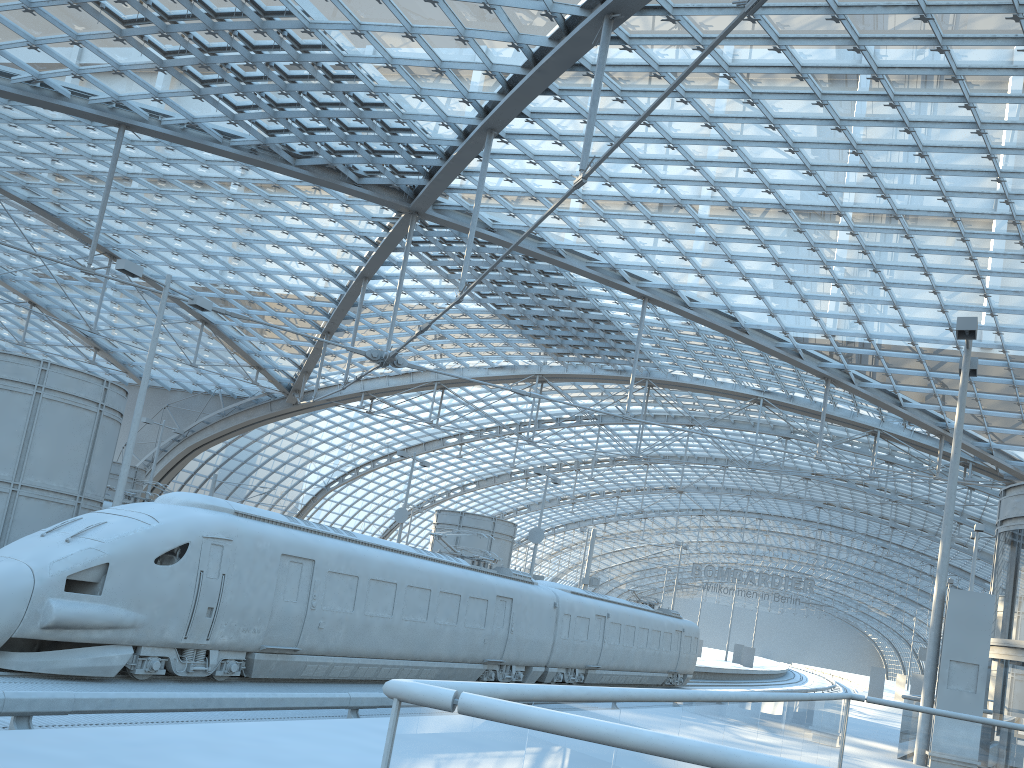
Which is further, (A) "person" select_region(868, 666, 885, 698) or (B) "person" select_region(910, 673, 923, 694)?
(A) "person" select_region(868, 666, 885, 698)

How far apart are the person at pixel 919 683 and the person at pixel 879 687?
2.21m

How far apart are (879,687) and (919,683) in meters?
2.7 m

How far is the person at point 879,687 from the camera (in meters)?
47.97

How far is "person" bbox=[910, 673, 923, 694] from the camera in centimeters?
4569cm

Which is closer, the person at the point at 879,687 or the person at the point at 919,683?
the person at the point at 919,683

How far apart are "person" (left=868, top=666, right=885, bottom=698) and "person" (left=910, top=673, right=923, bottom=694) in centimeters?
221cm

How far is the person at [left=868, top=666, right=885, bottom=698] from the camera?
47.97m

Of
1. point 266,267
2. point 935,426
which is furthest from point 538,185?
point 935,426
